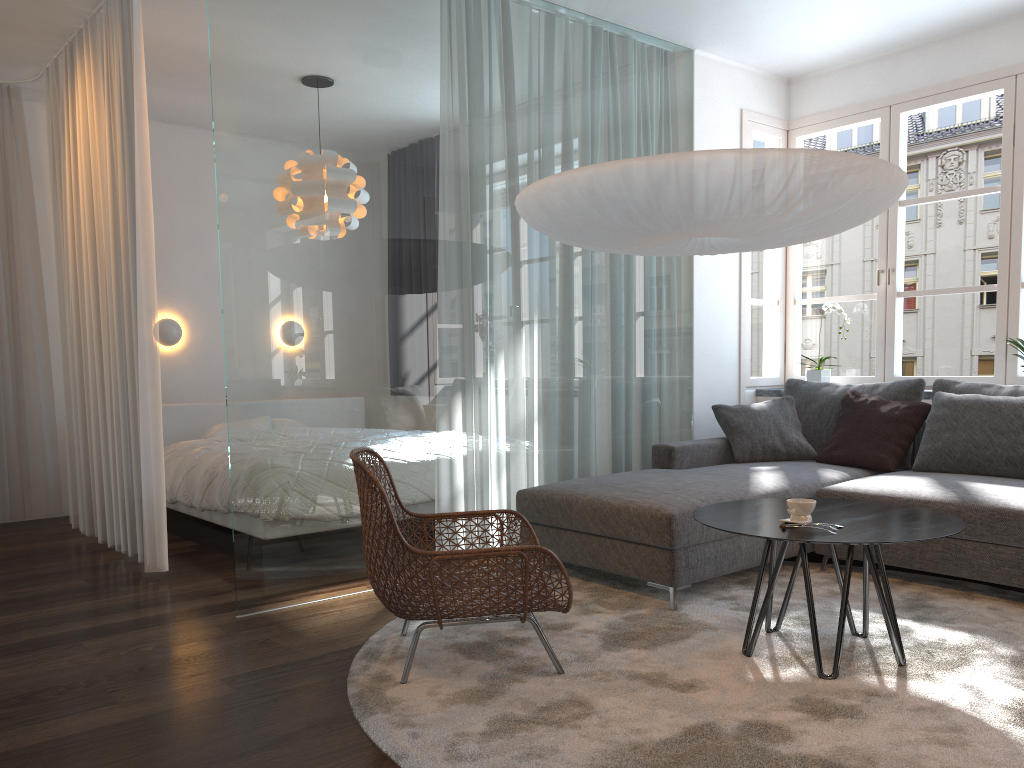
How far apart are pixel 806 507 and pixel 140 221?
3.17m

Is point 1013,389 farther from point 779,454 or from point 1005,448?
point 779,454

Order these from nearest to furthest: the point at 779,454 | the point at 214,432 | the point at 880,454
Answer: the point at 880,454
the point at 779,454
the point at 214,432

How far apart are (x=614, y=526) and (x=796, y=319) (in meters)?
21.75

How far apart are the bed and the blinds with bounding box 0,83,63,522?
0.69m

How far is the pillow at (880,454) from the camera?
4.44m

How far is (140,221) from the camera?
4.1 meters

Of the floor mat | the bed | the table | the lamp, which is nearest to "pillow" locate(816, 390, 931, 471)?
the floor mat

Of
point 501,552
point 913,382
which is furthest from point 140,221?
point 913,382

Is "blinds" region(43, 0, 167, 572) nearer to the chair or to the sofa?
the chair
